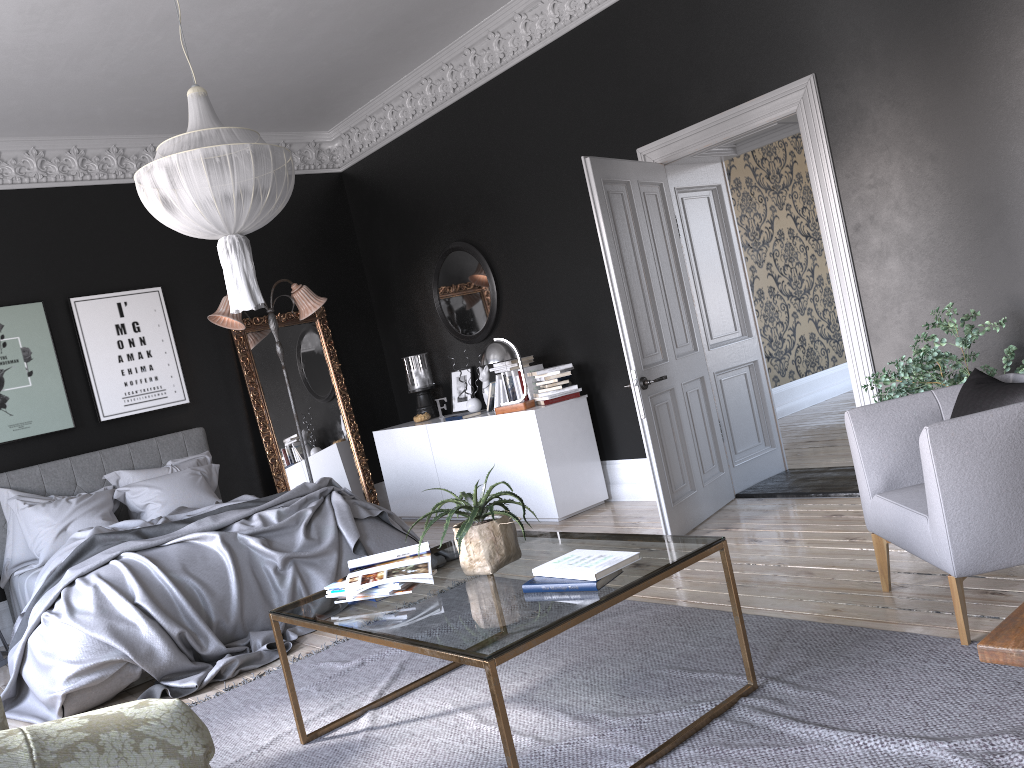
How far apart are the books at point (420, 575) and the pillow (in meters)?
4.04

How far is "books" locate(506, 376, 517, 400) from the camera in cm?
722

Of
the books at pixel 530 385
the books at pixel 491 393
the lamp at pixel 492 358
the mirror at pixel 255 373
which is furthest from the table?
the mirror at pixel 255 373

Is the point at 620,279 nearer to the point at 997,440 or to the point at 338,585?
the point at 997,440

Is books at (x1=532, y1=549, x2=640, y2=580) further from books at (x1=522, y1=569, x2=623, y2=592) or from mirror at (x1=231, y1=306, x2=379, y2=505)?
mirror at (x1=231, y1=306, x2=379, y2=505)

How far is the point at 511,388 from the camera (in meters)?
7.22

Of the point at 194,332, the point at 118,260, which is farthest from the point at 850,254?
the point at 118,260

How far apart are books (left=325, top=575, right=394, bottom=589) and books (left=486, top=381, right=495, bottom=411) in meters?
4.1 m

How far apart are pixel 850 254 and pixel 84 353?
5.99m

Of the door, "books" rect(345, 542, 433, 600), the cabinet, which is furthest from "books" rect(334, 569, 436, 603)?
the cabinet
